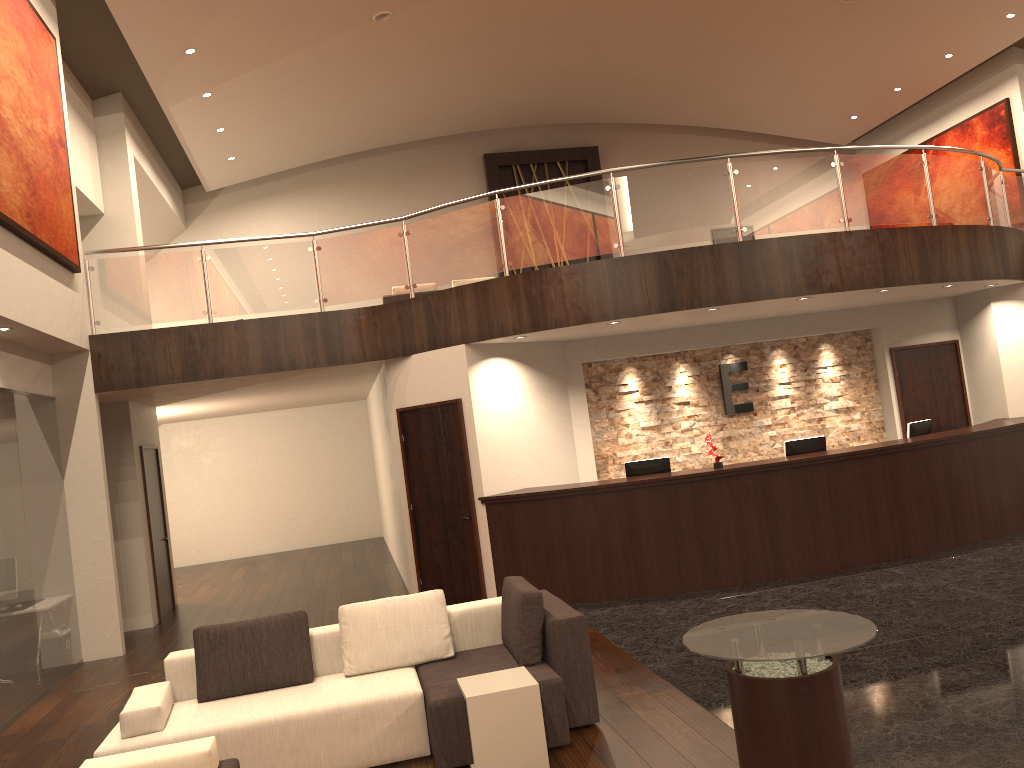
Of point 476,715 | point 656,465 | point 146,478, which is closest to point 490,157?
point 146,478

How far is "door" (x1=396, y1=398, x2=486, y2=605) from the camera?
9.5m

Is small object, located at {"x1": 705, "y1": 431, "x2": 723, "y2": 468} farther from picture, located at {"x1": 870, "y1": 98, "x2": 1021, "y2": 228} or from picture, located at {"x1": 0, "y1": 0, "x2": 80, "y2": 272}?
picture, located at {"x1": 870, "y1": 98, "x2": 1021, "y2": 228}

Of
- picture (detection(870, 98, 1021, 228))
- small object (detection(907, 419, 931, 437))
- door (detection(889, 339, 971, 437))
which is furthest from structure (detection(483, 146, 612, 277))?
small object (detection(907, 419, 931, 437))

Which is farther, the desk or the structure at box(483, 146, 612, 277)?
the structure at box(483, 146, 612, 277)

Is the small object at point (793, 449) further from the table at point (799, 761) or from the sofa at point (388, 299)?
the sofa at point (388, 299)

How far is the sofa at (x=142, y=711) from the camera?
4.96m

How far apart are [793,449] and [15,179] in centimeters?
791cm

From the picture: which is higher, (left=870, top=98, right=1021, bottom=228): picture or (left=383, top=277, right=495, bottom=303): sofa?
(left=870, top=98, right=1021, bottom=228): picture

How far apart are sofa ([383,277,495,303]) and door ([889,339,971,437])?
7.1m
